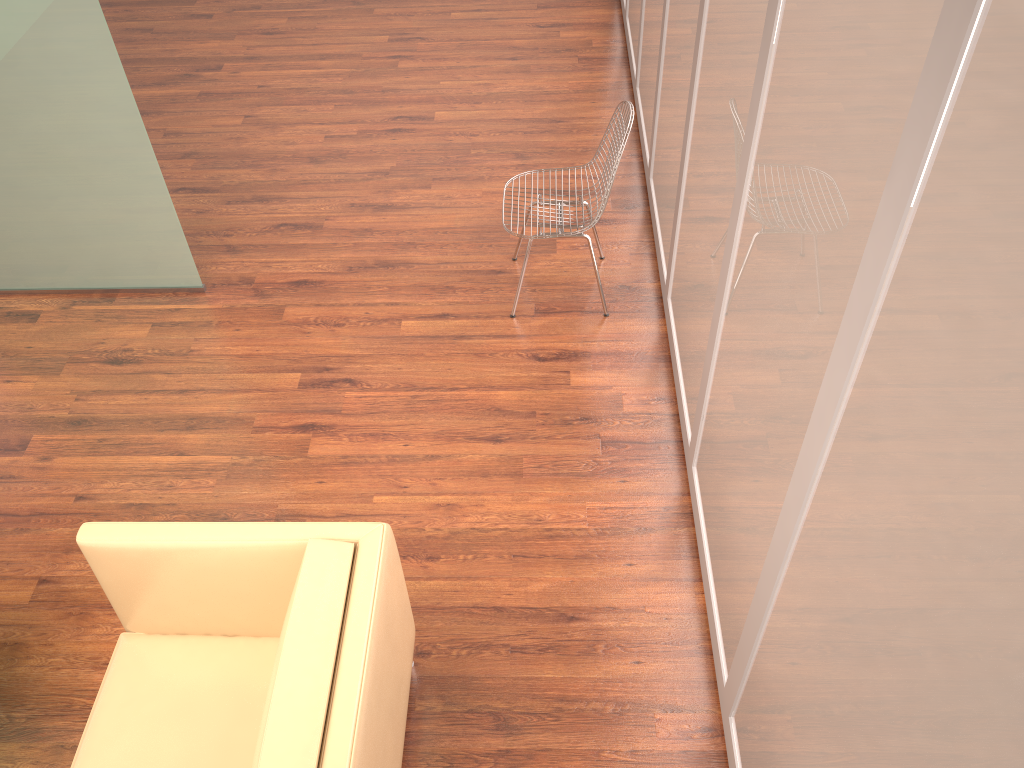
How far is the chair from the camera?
3.7 meters

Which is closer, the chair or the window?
the window

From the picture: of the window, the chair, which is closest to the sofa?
the window

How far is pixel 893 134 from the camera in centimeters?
147cm

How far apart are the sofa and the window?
1.0 meters

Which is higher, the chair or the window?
the window

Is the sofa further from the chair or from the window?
the chair

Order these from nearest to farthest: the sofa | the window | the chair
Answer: the window → the sofa → the chair

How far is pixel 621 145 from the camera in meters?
3.7 m

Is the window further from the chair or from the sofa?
the sofa
